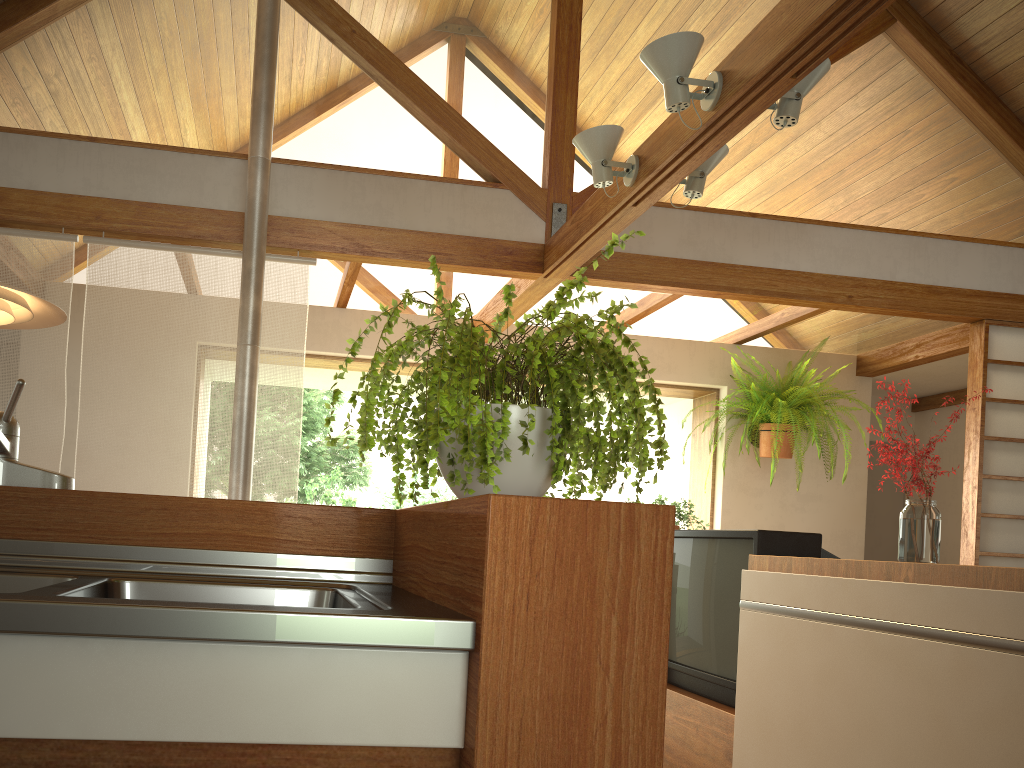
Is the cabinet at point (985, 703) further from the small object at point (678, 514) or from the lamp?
the lamp

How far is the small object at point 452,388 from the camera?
1.0m

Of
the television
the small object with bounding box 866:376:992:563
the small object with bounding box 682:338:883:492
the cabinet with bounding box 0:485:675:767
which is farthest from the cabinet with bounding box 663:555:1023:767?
the small object with bounding box 682:338:883:492

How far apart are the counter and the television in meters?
1.5

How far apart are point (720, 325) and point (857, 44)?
1.7m

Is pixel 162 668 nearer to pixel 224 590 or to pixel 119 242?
pixel 224 590

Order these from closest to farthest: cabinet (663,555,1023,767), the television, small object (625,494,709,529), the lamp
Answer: cabinet (663,555,1023,767)
the lamp
the television
small object (625,494,709,529)

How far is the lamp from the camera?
2.0 meters

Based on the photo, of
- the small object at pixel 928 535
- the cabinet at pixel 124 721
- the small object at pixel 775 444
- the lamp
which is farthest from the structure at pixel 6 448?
the small object at pixel 775 444

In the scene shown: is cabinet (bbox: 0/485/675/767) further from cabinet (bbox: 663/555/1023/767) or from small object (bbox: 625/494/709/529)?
small object (bbox: 625/494/709/529)
